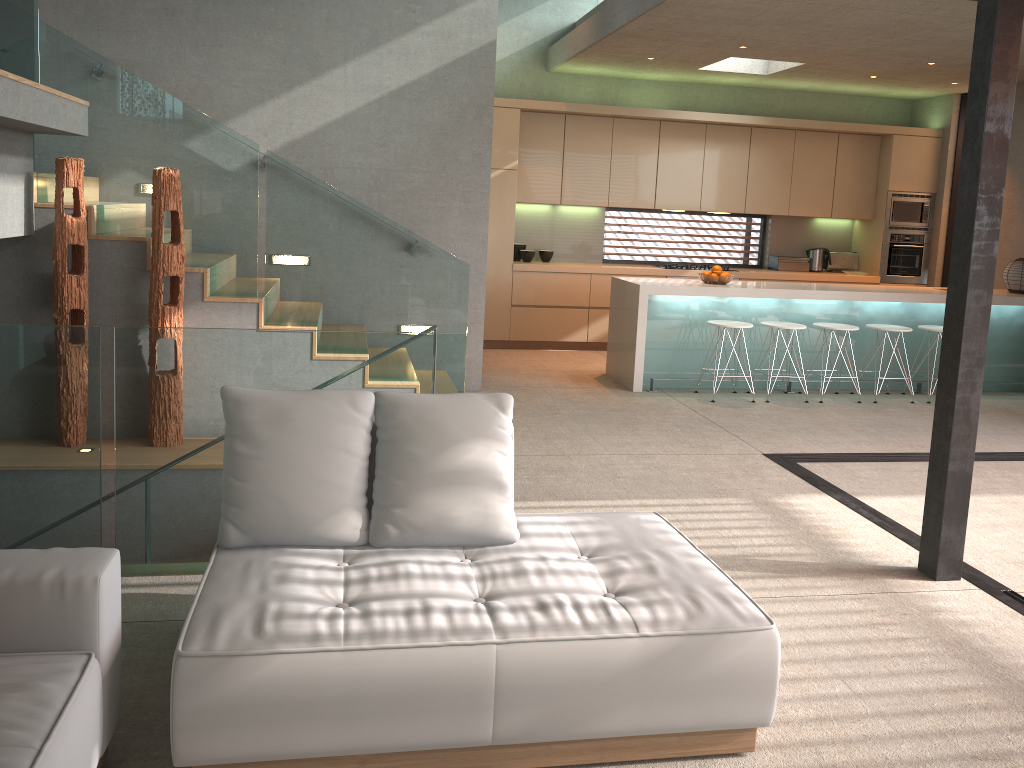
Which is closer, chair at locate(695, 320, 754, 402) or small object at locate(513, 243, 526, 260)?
chair at locate(695, 320, 754, 402)

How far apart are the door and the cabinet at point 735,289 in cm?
155

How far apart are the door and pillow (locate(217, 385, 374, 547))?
8.8m

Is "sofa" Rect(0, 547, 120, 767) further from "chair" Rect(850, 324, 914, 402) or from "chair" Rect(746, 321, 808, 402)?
"chair" Rect(850, 324, 914, 402)

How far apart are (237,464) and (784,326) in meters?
5.6

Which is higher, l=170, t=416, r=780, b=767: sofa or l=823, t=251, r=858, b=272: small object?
l=823, t=251, r=858, b=272: small object

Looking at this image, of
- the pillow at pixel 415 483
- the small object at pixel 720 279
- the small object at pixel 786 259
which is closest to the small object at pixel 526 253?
the small object at pixel 720 279

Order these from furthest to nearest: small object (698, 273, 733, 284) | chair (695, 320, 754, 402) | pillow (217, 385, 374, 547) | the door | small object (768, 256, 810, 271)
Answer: small object (768, 256, 810, 271), the door, small object (698, 273, 733, 284), chair (695, 320, 754, 402), pillow (217, 385, 374, 547)

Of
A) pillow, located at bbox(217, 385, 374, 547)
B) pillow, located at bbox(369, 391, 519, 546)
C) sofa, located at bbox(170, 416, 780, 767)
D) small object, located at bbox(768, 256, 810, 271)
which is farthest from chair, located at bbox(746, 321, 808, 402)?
pillow, located at bbox(217, 385, 374, 547)

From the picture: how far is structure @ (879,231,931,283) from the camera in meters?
9.8 m
